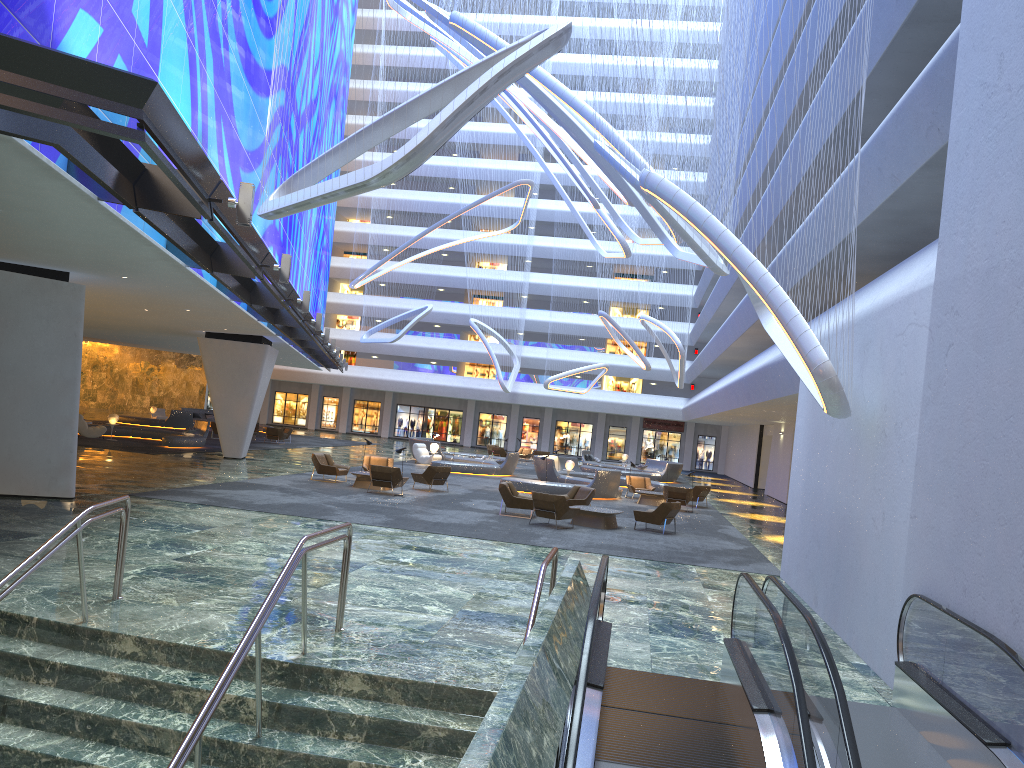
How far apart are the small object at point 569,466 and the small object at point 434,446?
6.3 meters

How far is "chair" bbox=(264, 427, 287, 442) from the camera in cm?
4184

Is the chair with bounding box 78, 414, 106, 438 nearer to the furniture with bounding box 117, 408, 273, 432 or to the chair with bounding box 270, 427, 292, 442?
the chair with bounding box 270, 427, 292, 442

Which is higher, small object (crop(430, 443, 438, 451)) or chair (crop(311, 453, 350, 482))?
small object (crop(430, 443, 438, 451))

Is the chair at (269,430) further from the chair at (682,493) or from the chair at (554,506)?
the chair at (554,506)

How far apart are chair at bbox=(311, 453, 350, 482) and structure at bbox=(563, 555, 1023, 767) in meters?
17.0

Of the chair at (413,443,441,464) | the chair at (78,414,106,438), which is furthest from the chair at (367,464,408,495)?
the chair at (78,414,106,438)

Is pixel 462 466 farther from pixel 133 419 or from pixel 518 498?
pixel 133 419

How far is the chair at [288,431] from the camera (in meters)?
44.03

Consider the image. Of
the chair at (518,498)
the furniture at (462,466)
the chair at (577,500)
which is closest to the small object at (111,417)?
the furniture at (462,466)
